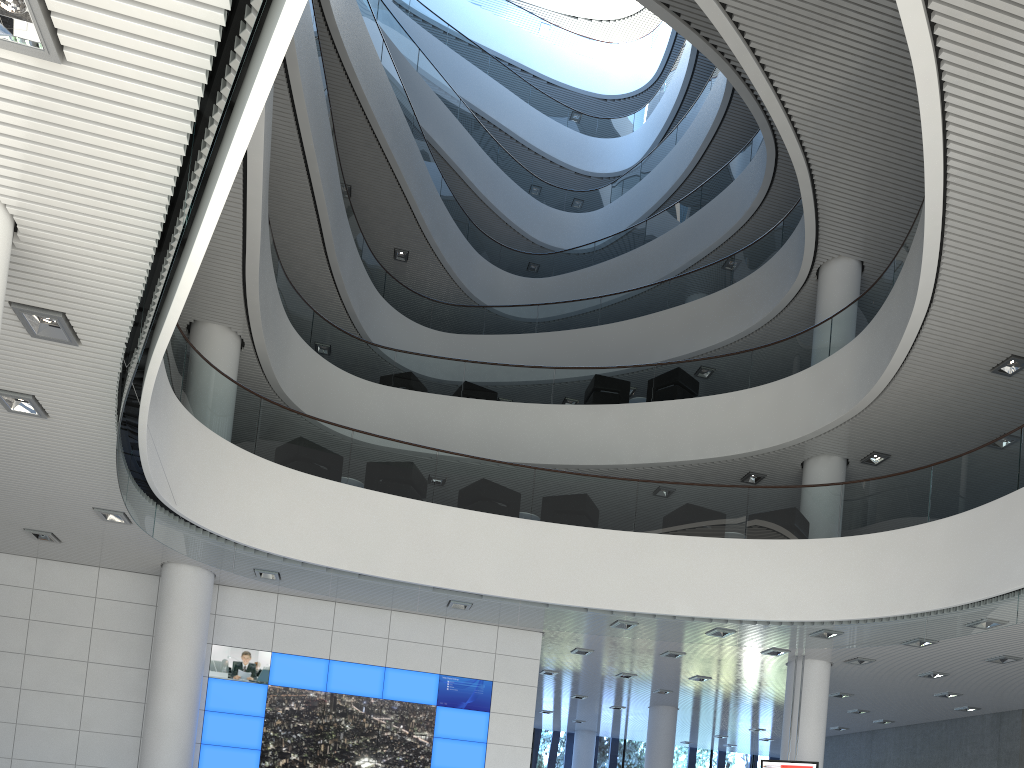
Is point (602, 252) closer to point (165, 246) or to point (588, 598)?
point (588, 598)

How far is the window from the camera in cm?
1528

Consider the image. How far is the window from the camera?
15.28m

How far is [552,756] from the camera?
15.3m
